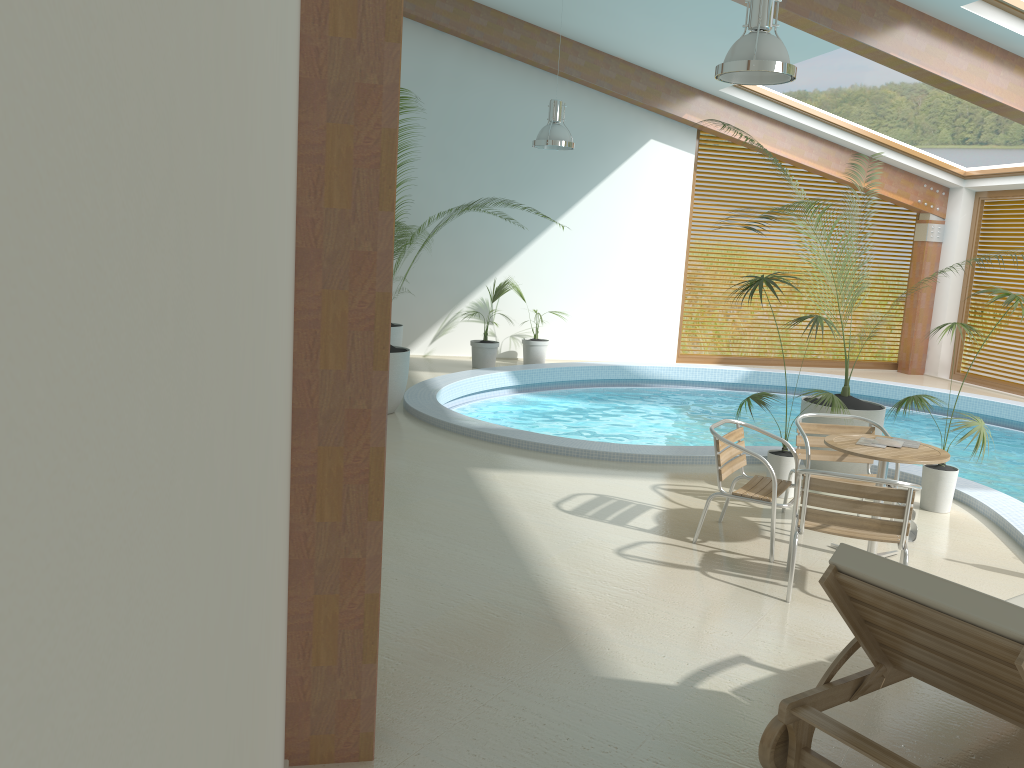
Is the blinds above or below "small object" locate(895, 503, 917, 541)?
above

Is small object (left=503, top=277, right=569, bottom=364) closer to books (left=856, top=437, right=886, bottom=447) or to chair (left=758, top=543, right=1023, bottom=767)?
books (left=856, top=437, right=886, bottom=447)

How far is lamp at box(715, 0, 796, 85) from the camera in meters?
5.4 m

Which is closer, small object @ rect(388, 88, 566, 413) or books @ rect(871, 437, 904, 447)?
books @ rect(871, 437, 904, 447)

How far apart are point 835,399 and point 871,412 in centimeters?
70cm

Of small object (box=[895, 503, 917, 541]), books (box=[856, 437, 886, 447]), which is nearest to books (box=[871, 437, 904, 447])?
books (box=[856, 437, 886, 447])

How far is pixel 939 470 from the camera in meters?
6.5 m

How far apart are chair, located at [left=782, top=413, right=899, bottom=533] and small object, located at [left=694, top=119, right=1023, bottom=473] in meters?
0.9

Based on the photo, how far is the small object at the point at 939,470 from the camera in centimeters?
651cm

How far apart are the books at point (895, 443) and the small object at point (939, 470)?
1.2 meters
